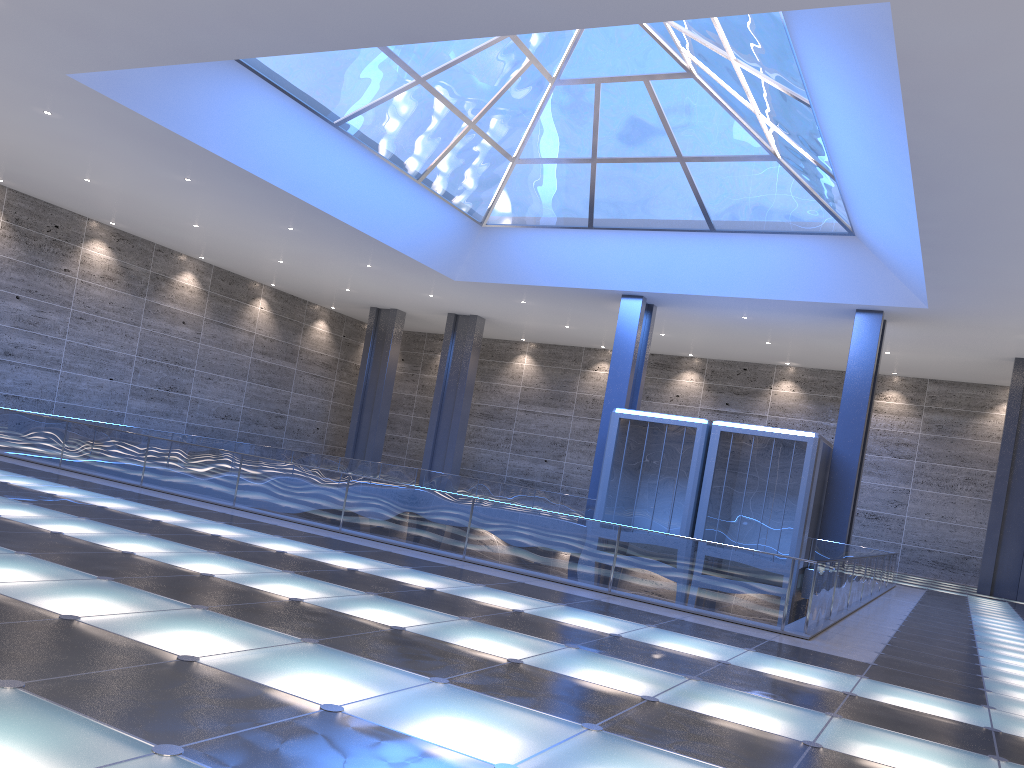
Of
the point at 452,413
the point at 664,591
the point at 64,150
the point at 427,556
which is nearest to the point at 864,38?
the point at 664,591
